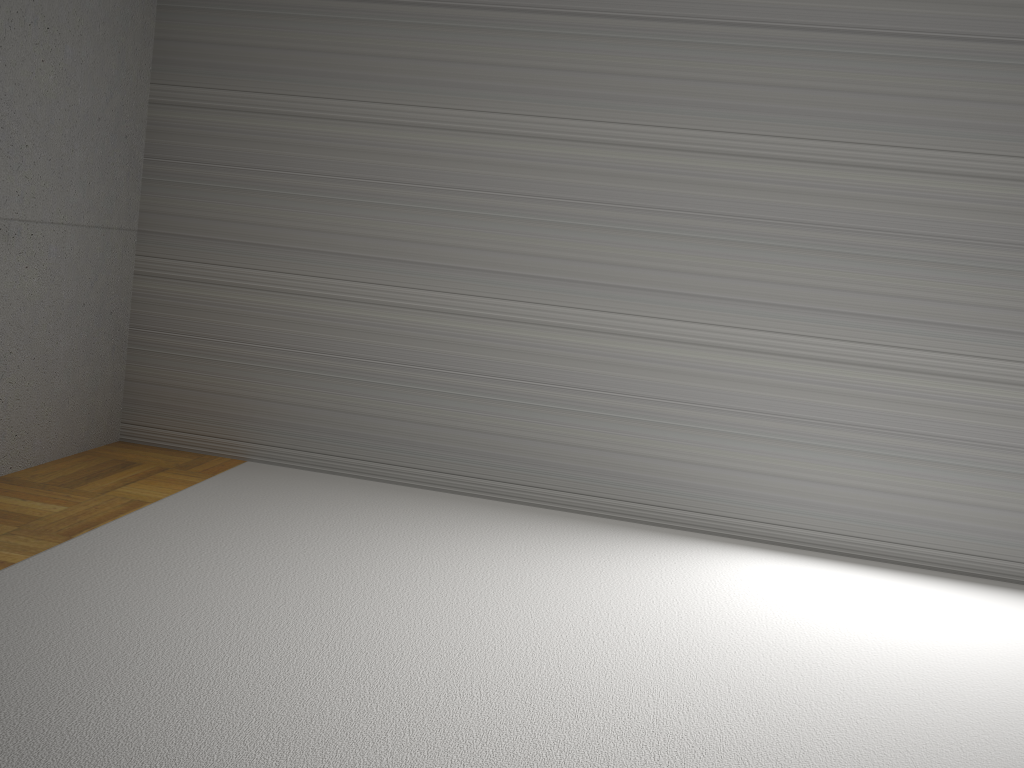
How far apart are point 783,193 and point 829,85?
0.5 meters

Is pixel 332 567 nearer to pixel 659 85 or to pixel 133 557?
pixel 133 557

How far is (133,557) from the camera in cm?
307
